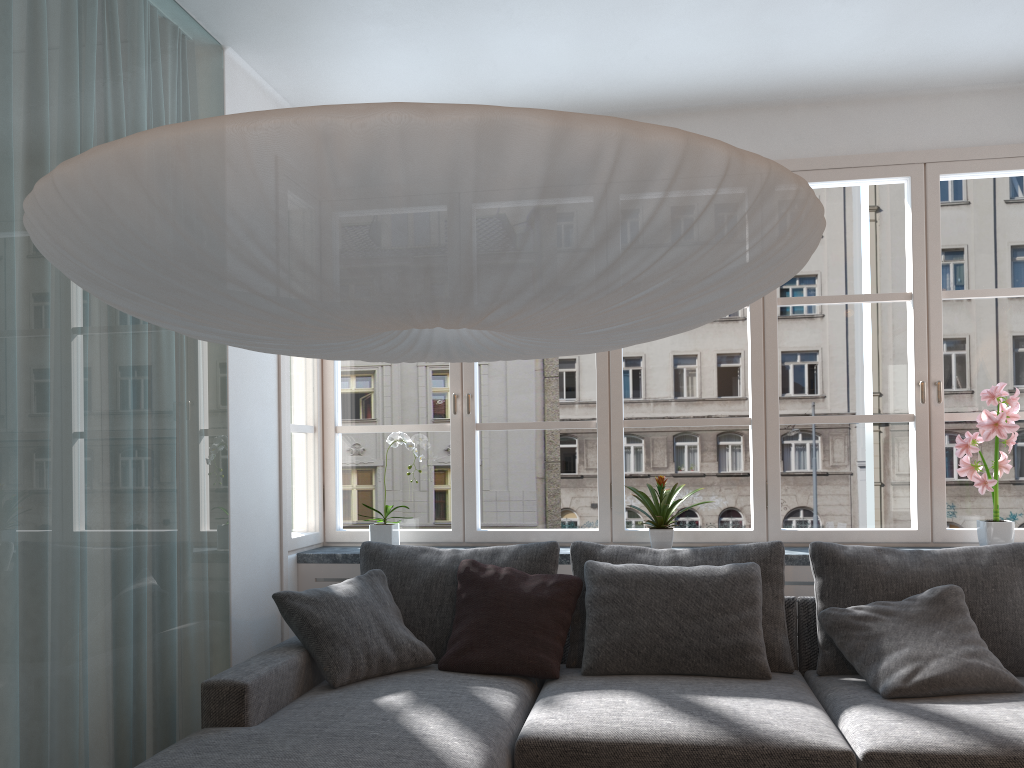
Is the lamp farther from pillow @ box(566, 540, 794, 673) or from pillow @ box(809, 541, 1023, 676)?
pillow @ box(809, 541, 1023, 676)

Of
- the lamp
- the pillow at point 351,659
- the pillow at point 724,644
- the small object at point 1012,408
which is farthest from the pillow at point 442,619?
the small object at point 1012,408

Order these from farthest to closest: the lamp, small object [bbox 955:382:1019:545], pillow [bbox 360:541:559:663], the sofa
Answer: small object [bbox 955:382:1019:545] < pillow [bbox 360:541:559:663] < the sofa < the lamp

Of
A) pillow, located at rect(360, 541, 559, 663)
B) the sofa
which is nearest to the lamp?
the sofa

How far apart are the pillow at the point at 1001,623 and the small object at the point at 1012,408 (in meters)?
0.35

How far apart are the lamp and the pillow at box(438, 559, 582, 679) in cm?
145

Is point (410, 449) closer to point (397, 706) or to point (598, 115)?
point (397, 706)

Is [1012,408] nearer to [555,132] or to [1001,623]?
[1001,623]

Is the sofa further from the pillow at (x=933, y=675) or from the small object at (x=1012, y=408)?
the small object at (x=1012, y=408)

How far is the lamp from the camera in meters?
1.1
